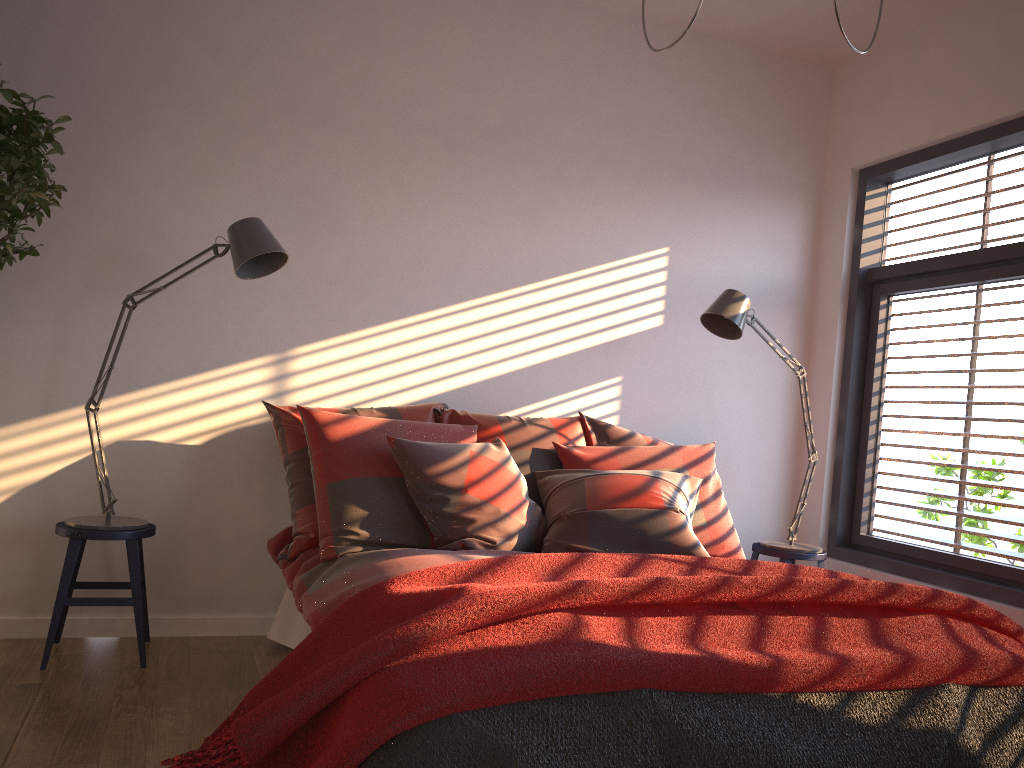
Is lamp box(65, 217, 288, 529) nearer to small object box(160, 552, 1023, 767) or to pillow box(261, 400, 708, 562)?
pillow box(261, 400, 708, 562)

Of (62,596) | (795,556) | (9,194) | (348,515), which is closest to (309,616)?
(348,515)

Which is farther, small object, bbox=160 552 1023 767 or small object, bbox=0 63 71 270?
small object, bbox=0 63 71 270

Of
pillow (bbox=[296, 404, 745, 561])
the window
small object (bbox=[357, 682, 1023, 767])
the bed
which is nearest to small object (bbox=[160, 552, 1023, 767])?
small object (bbox=[357, 682, 1023, 767])

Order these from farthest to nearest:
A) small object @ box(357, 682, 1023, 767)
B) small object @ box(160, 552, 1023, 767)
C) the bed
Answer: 1. the bed
2. small object @ box(160, 552, 1023, 767)
3. small object @ box(357, 682, 1023, 767)

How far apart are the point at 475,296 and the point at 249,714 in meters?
2.5

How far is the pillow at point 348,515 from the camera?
3.0 meters

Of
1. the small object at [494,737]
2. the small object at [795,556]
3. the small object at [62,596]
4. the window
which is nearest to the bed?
the small object at [62,596]

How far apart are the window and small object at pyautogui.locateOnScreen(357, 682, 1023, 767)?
1.46m

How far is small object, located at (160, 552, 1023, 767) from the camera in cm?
171
